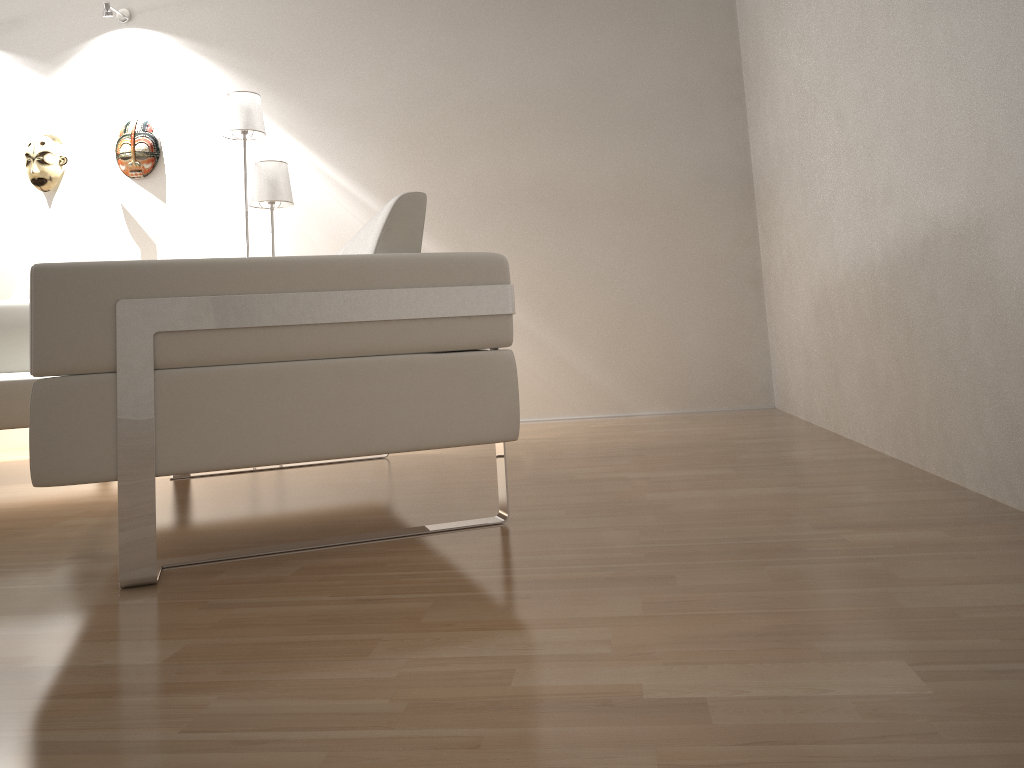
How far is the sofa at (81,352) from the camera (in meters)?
1.56

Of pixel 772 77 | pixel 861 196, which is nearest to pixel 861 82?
pixel 861 196

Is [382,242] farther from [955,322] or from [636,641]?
[955,322]

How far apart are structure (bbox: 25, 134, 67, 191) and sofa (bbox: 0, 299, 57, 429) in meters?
1.0 m

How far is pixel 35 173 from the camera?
4.7m

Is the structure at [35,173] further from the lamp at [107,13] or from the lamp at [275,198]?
the lamp at [275,198]

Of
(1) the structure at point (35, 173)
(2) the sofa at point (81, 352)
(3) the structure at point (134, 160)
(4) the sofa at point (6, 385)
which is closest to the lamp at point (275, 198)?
(3) the structure at point (134, 160)

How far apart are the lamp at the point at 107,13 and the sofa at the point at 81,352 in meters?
2.8

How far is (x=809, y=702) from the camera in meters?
0.9 m

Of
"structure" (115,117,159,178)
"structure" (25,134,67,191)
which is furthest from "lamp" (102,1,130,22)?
"structure" (25,134,67,191)
